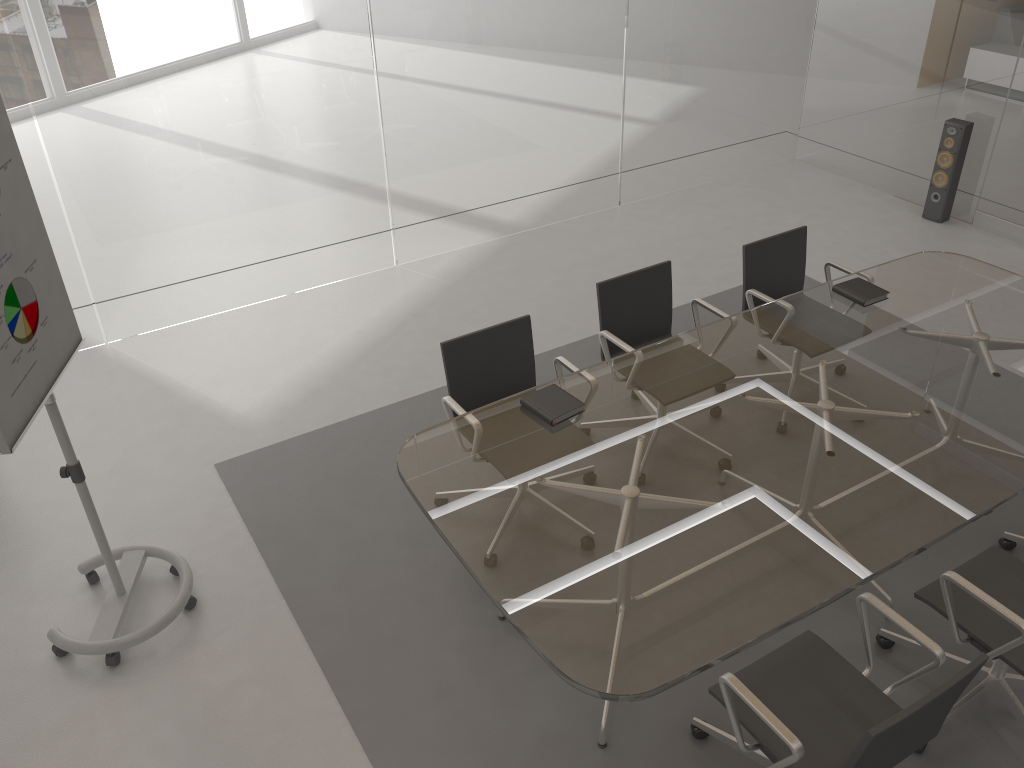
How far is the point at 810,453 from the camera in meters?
3.0 m

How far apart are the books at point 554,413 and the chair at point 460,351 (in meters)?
0.27

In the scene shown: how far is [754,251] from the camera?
4.3 meters

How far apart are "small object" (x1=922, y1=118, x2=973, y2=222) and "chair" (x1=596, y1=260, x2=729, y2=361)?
3.18m

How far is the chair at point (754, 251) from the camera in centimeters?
428cm

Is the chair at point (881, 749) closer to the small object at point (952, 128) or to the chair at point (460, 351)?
the chair at point (460, 351)

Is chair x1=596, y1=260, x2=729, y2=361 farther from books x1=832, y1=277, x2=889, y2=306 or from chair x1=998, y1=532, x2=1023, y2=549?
chair x1=998, y1=532, x2=1023, y2=549

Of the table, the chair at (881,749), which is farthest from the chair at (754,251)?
the chair at (881,749)

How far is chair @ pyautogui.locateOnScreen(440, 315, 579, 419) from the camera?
3.59m

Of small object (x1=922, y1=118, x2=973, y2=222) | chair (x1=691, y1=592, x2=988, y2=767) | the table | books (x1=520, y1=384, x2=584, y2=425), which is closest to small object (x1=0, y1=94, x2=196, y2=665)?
the table
